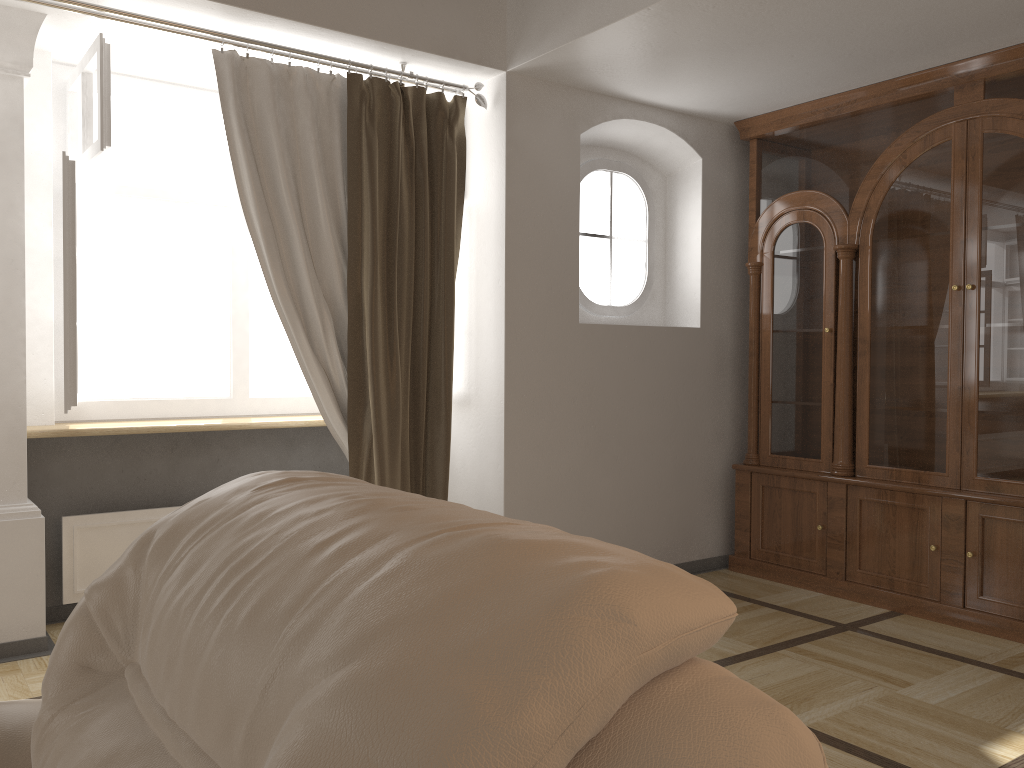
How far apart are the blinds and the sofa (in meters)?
2.07

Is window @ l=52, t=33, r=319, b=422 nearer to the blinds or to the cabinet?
the blinds

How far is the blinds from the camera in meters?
3.4

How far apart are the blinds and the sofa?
2.07m

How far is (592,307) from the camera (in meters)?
4.37

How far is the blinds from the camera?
3.36m

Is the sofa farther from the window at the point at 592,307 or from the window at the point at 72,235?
the window at the point at 592,307

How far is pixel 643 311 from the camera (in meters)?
4.60

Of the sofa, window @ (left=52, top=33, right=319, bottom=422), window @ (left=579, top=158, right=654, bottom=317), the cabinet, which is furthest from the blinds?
the sofa

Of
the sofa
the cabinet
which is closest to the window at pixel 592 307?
the cabinet
